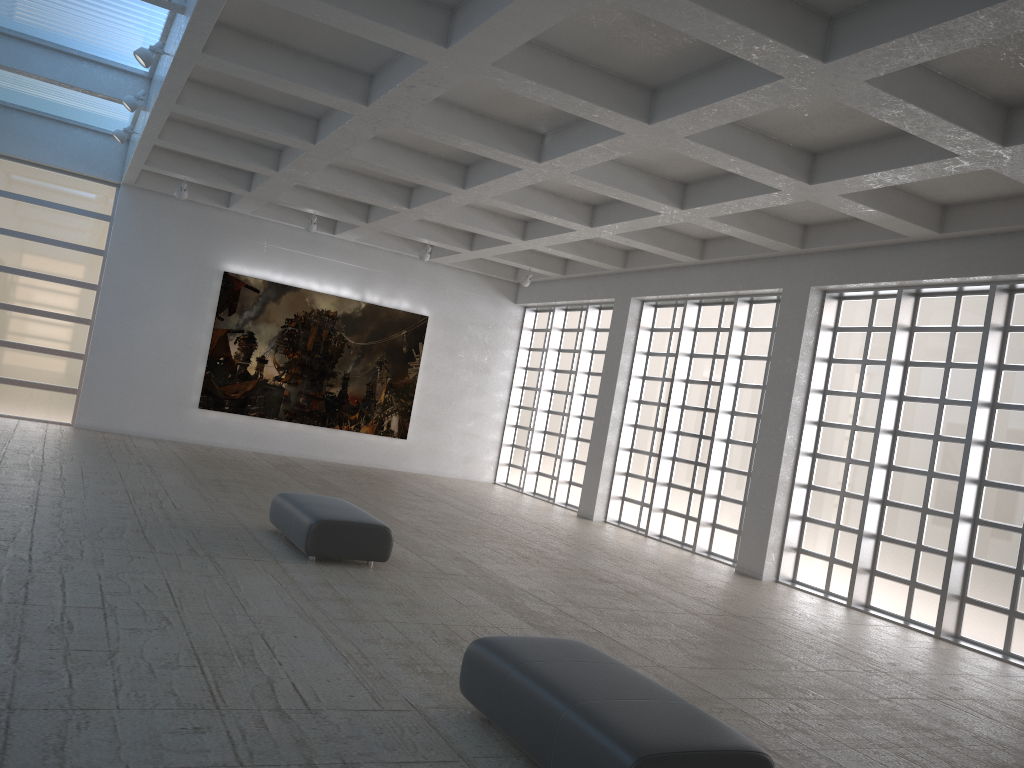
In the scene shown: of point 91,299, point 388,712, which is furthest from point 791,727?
point 91,299

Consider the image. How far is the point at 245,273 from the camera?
32.8 meters

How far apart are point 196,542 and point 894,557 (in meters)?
15.43
